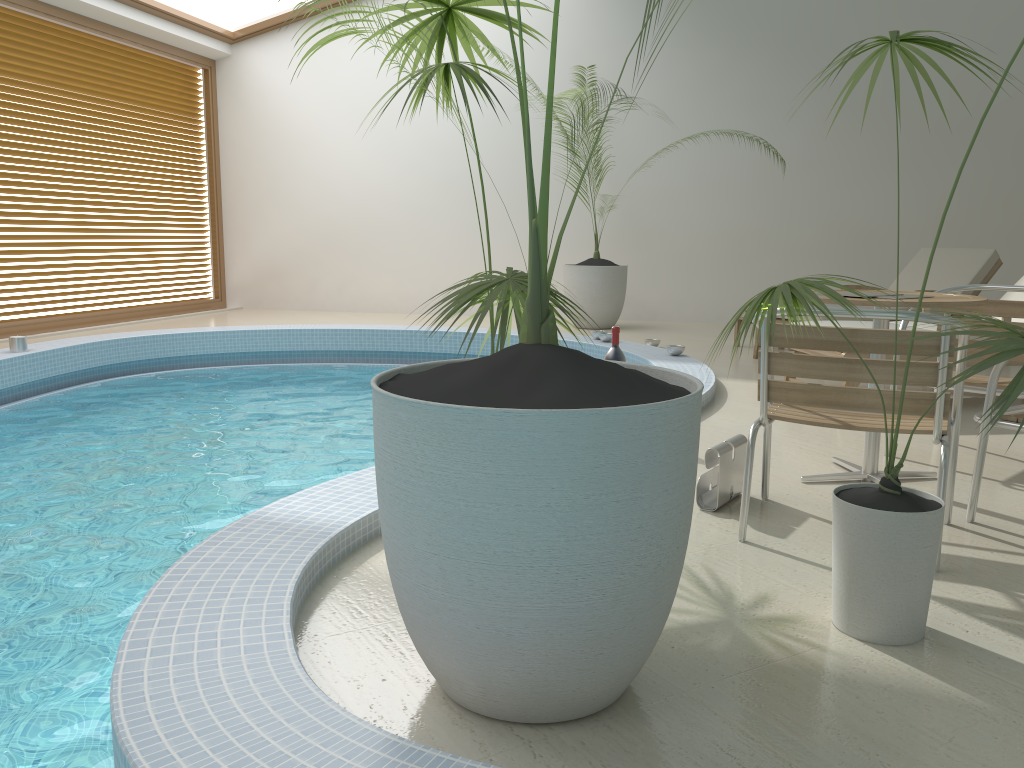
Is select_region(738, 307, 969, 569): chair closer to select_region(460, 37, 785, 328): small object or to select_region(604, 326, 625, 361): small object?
select_region(604, 326, 625, 361): small object

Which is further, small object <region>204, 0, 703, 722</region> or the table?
the table

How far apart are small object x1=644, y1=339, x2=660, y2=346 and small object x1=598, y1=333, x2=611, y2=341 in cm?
49

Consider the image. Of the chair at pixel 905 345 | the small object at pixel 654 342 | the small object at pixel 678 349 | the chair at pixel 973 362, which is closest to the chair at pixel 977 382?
the chair at pixel 905 345

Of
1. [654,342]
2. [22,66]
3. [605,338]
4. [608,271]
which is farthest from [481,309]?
[22,66]

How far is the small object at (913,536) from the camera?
2.0m

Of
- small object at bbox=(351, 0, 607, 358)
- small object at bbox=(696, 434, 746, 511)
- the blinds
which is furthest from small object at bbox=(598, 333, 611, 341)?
the blinds

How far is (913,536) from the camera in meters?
2.0 m

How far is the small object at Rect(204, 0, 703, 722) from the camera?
1.5m

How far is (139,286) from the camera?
9.92m
